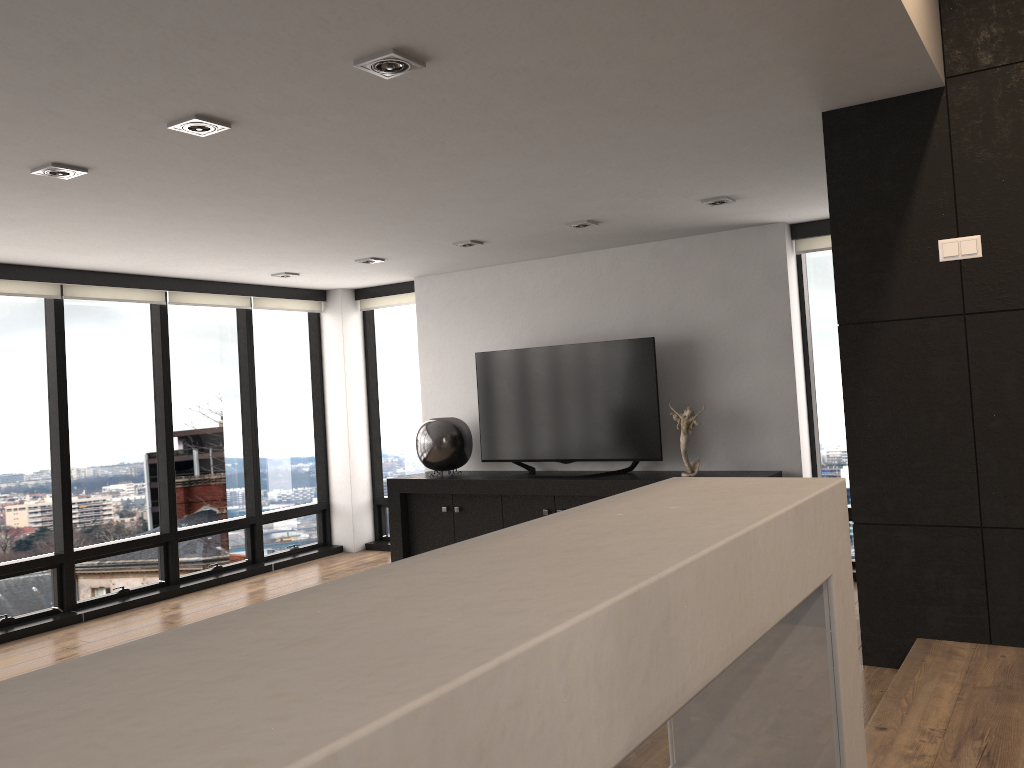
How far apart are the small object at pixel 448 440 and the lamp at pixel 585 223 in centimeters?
215cm

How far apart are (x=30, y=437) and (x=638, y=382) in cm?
425

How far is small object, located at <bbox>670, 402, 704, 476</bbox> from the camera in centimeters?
609cm

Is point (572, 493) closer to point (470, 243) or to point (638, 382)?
point (638, 382)

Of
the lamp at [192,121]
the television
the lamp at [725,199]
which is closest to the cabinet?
the television

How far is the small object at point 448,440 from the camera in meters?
7.0 m

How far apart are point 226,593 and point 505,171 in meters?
4.3 m

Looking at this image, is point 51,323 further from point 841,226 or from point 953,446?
point 953,446

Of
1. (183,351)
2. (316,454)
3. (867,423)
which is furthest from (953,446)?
(316,454)

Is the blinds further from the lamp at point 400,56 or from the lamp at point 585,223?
the lamp at point 400,56
